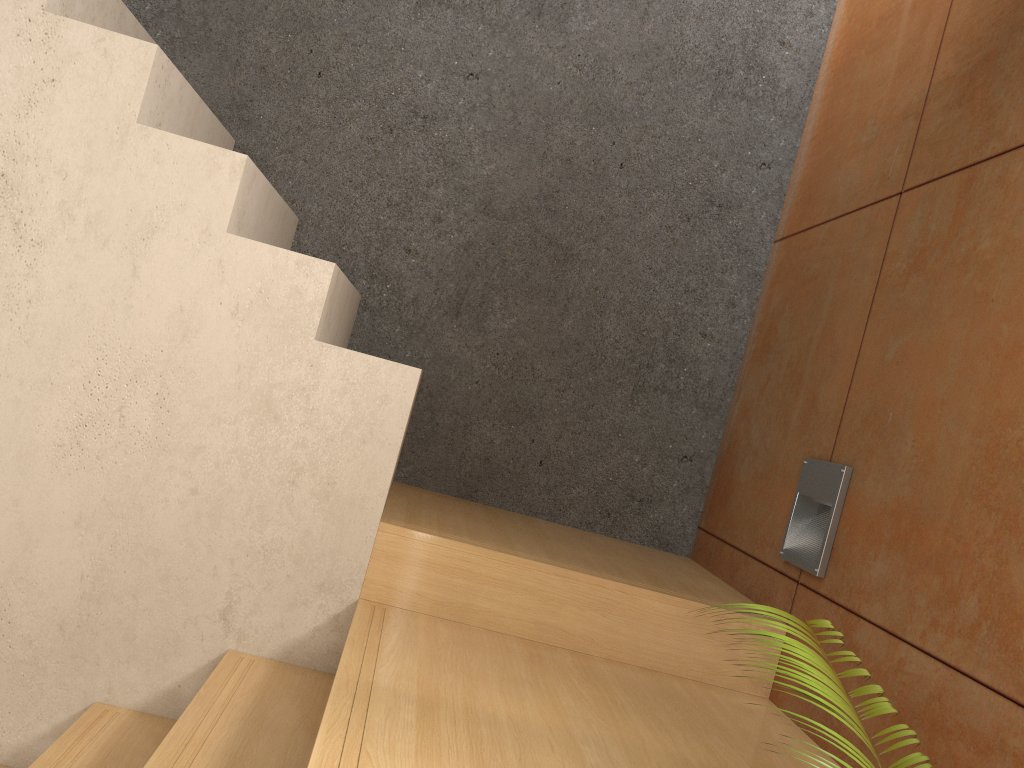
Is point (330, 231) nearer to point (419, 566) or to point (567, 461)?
point (567, 461)

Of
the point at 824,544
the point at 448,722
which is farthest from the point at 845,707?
the point at 824,544

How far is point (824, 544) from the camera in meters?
2.0

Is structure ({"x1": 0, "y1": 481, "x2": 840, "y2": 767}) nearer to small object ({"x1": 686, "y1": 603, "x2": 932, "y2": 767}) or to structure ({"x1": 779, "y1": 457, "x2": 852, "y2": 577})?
structure ({"x1": 779, "y1": 457, "x2": 852, "y2": 577})

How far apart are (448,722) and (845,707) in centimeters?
66cm

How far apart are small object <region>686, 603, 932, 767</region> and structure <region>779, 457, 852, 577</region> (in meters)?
0.87

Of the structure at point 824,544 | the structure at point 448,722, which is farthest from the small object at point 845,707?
the structure at point 824,544

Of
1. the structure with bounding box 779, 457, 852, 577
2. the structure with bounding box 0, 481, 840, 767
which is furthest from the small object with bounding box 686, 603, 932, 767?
the structure with bounding box 779, 457, 852, 577

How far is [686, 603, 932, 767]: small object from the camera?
1.0m

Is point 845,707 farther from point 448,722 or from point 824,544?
point 824,544
